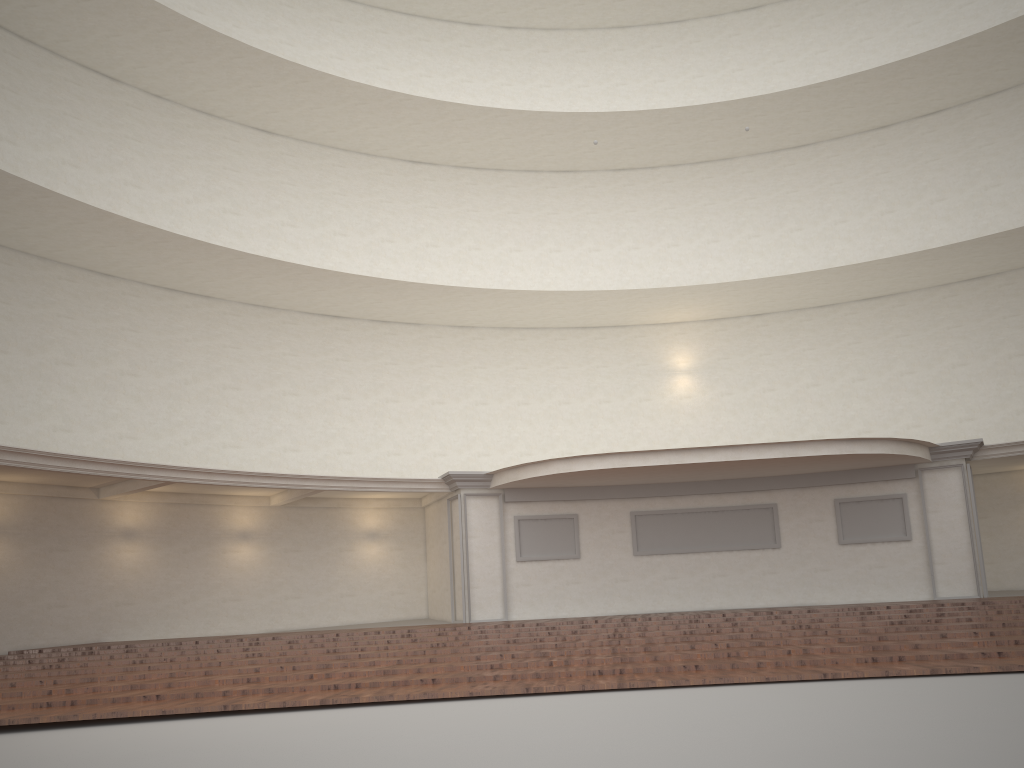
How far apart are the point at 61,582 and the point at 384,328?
8.8 meters

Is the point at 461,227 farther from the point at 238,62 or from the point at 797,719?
the point at 797,719

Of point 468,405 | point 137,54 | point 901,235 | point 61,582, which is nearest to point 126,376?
point 61,582
